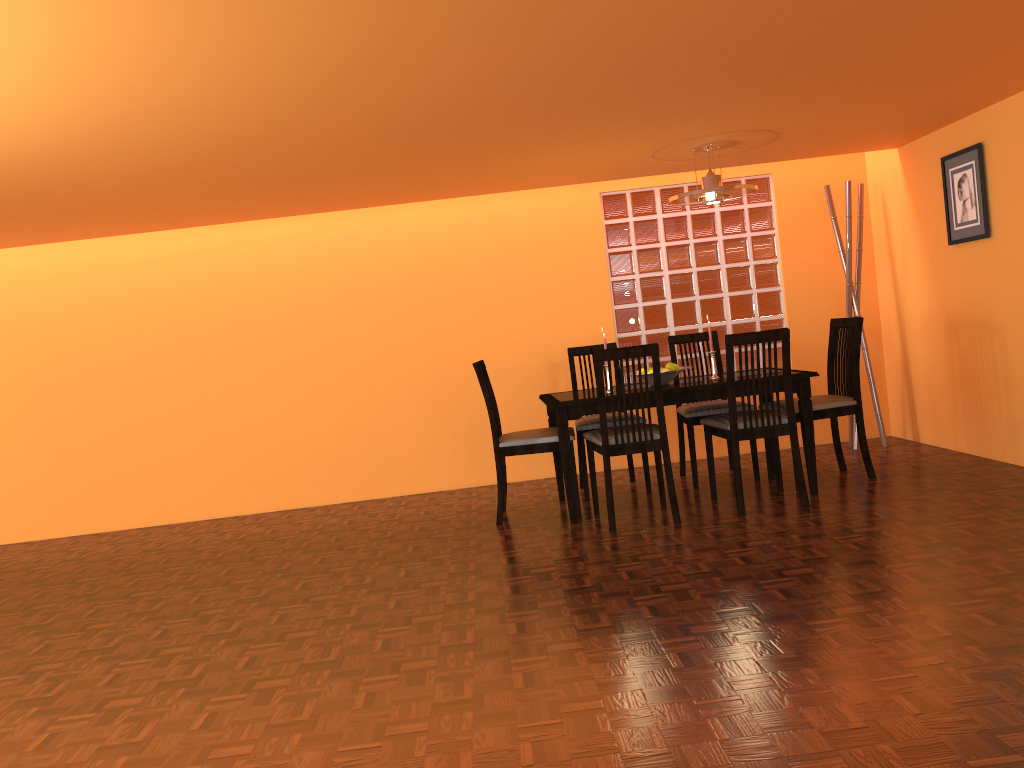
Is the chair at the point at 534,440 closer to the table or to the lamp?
the table

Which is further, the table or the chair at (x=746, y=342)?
the table

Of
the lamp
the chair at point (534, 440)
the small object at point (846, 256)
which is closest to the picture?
the small object at point (846, 256)

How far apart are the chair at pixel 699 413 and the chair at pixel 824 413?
0.1 meters

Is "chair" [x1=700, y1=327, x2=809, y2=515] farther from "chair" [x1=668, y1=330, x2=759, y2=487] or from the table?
"chair" [x1=668, y1=330, x2=759, y2=487]

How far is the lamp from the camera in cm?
418

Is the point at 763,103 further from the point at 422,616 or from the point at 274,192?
the point at 422,616

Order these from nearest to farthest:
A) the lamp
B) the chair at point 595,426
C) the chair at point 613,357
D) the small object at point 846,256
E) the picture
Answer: the chair at point 613,357
the lamp
the picture
the chair at point 595,426
the small object at point 846,256

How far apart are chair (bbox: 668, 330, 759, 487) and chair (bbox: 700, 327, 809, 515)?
0.3 meters

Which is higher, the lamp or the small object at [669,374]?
the lamp
